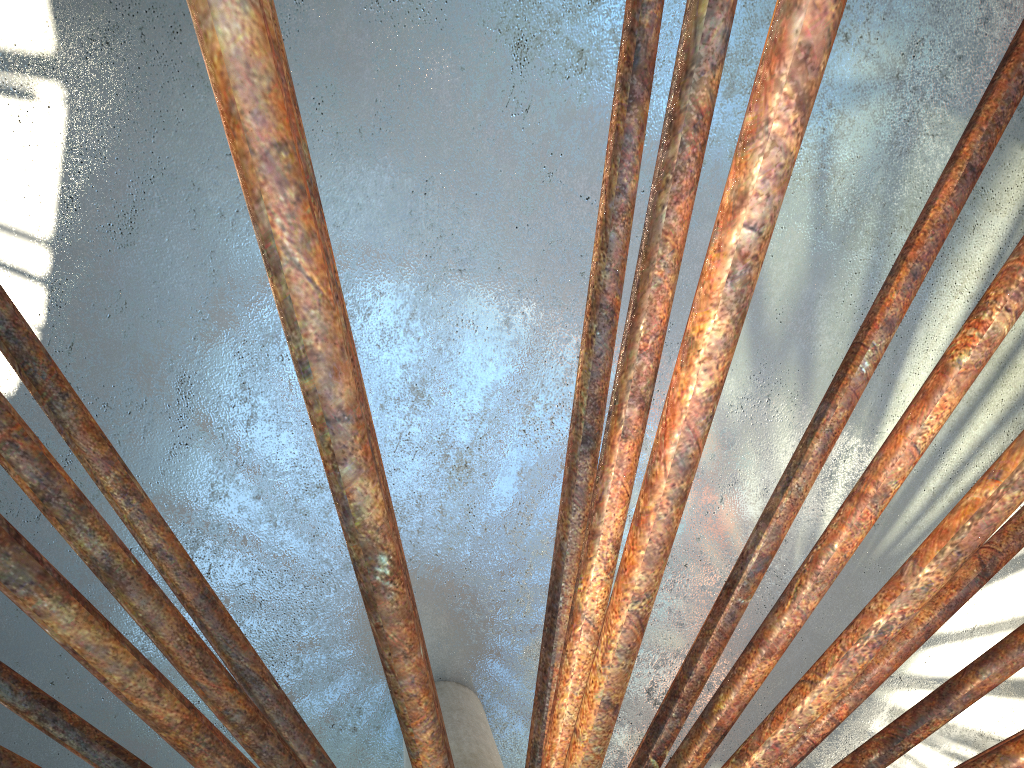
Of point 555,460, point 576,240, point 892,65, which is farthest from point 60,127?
point 892,65

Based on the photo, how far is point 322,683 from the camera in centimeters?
1800cm
